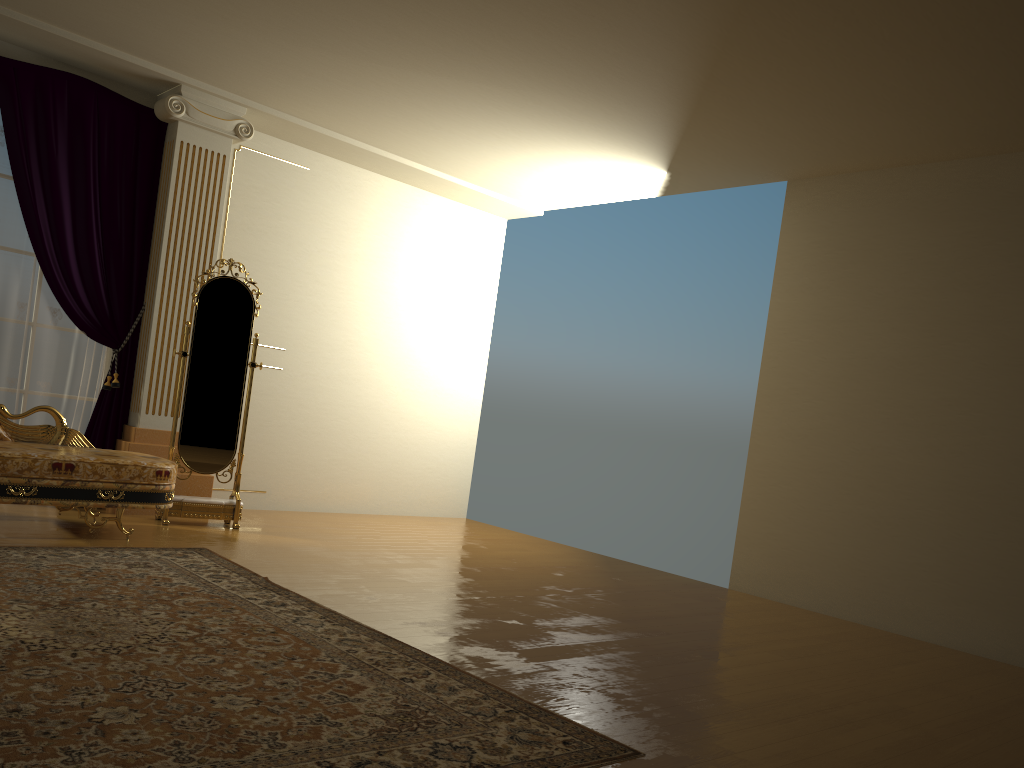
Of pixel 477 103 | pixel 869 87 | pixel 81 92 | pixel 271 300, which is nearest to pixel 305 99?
pixel 477 103

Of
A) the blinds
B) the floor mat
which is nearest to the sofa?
the floor mat

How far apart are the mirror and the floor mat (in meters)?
0.85

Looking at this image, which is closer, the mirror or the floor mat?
the floor mat

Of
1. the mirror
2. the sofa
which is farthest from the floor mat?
the mirror

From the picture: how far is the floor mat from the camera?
2.2m

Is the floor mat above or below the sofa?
below

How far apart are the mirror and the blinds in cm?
53

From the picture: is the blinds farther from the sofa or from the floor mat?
the floor mat

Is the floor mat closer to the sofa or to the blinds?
the sofa
